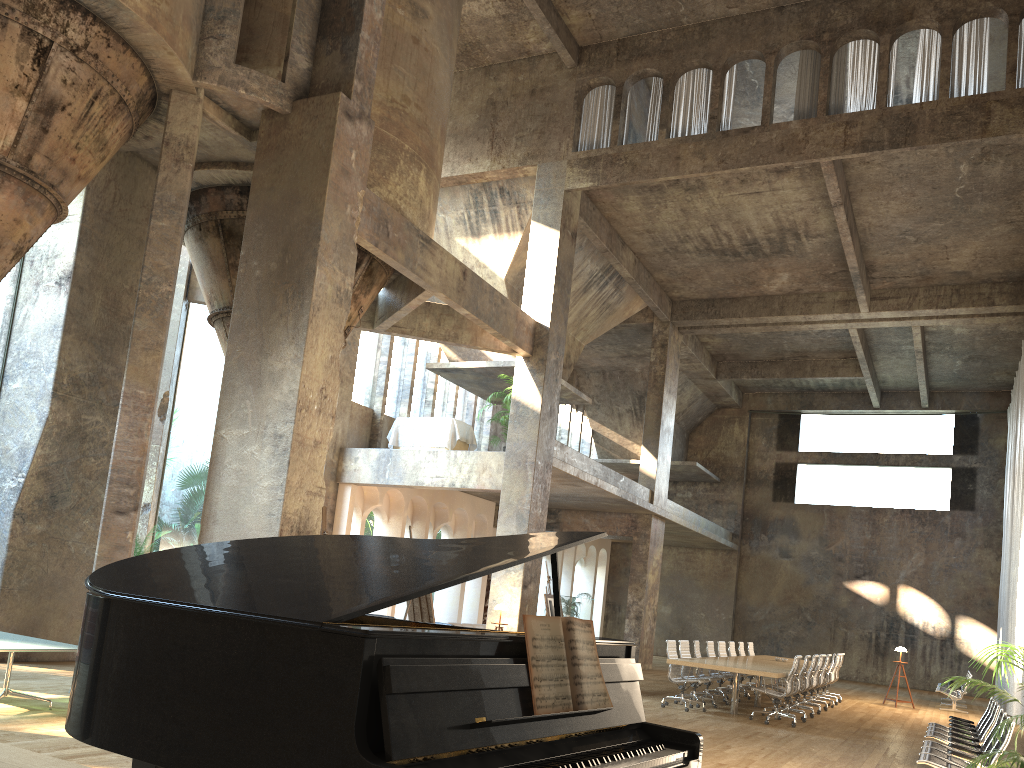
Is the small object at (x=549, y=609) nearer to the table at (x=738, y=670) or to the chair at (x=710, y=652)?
the table at (x=738, y=670)

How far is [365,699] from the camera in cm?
160

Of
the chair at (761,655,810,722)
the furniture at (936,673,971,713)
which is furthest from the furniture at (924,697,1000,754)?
the furniture at (936,673,971,713)

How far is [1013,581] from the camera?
19.34m

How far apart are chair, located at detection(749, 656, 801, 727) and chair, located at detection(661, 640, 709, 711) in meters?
1.3

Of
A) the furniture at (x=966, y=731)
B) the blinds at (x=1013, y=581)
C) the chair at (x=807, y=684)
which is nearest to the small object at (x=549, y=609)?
the chair at (x=807, y=684)

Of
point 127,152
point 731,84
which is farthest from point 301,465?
point 731,84

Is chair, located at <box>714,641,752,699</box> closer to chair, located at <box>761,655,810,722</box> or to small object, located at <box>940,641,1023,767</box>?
chair, located at <box>761,655,810,722</box>

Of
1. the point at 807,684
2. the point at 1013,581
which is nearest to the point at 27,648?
the point at 807,684

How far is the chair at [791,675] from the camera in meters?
12.3 m
